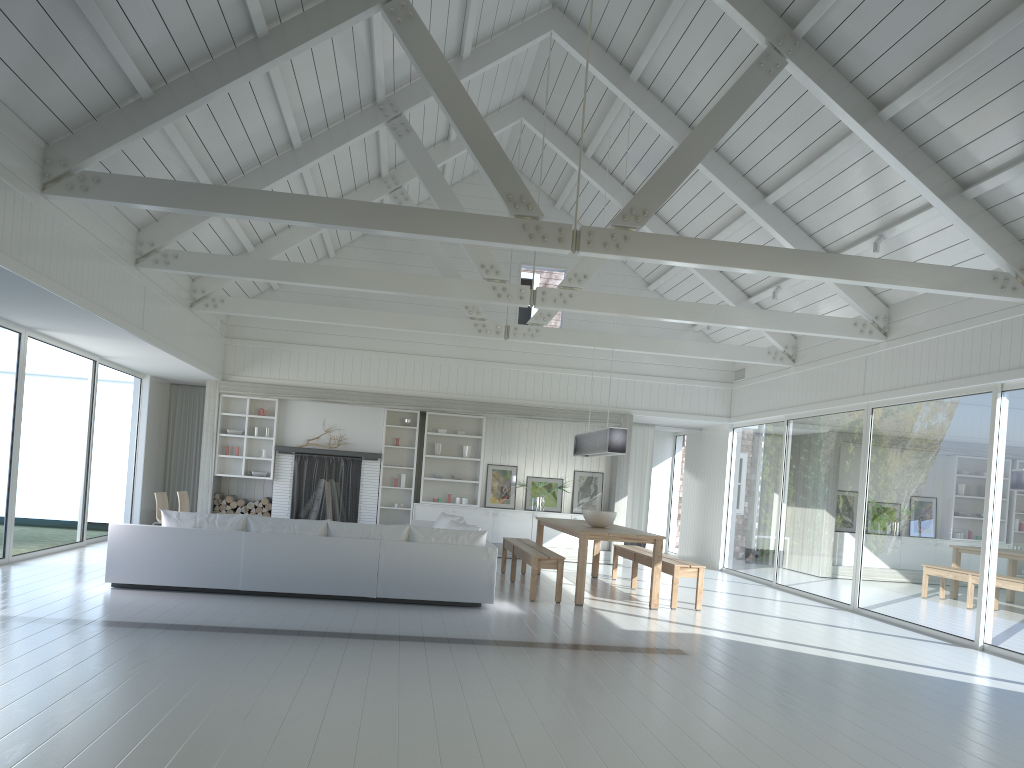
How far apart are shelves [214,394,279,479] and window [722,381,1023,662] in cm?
725

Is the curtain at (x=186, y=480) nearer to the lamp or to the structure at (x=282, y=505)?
the structure at (x=282, y=505)

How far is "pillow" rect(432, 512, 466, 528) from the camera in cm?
1103

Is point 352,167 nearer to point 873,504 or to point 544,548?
point 544,548

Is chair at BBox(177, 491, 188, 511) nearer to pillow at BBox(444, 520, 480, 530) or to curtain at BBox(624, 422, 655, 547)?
pillow at BBox(444, 520, 480, 530)

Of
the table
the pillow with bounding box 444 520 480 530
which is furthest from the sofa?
the table

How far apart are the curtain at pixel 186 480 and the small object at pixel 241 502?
1.4 meters

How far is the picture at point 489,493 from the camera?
14.1m

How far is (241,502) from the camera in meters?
13.4

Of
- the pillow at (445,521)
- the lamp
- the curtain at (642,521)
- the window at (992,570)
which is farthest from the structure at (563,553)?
the lamp
